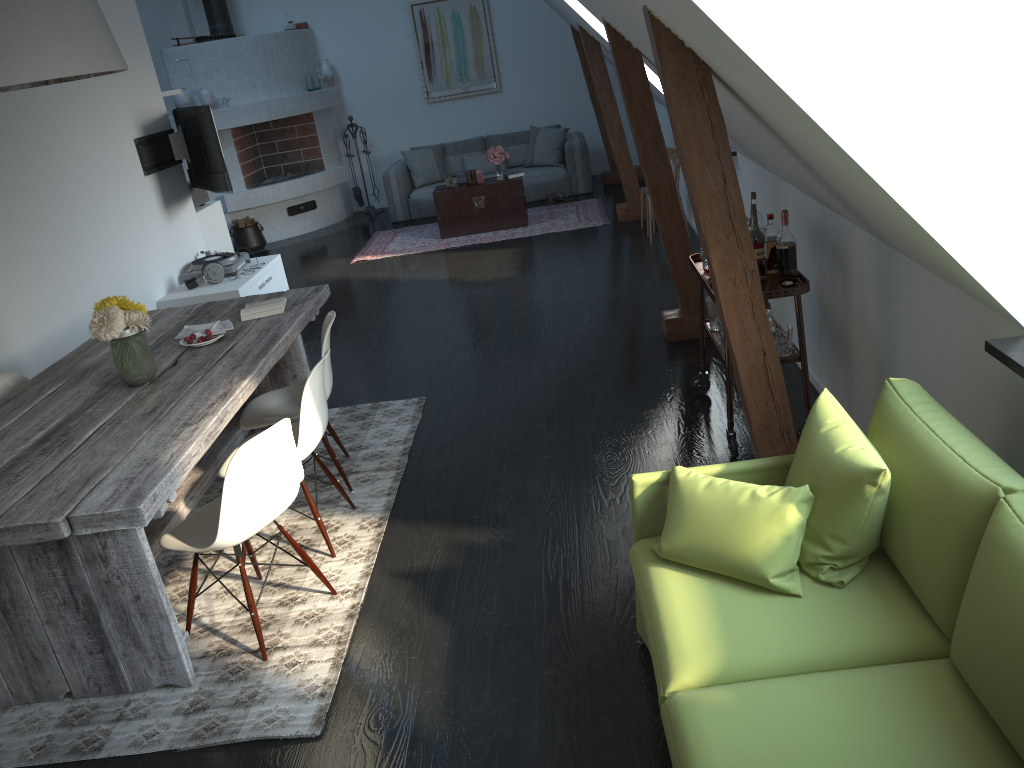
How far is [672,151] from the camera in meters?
8.0 m

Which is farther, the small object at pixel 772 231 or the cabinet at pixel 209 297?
the cabinet at pixel 209 297

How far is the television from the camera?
6.4 meters

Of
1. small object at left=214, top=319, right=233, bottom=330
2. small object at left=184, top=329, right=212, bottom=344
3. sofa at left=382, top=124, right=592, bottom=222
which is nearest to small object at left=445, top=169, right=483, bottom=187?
sofa at left=382, top=124, right=592, bottom=222

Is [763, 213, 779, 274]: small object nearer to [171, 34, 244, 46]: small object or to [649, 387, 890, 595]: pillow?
[649, 387, 890, 595]: pillow

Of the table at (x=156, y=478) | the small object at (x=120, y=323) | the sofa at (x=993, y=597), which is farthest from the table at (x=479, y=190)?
the sofa at (x=993, y=597)

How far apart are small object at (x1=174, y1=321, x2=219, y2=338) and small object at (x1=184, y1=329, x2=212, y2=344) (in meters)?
0.15

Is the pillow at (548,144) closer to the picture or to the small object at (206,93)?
the picture

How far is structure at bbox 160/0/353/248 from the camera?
10.03m

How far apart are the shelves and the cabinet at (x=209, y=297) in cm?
336
